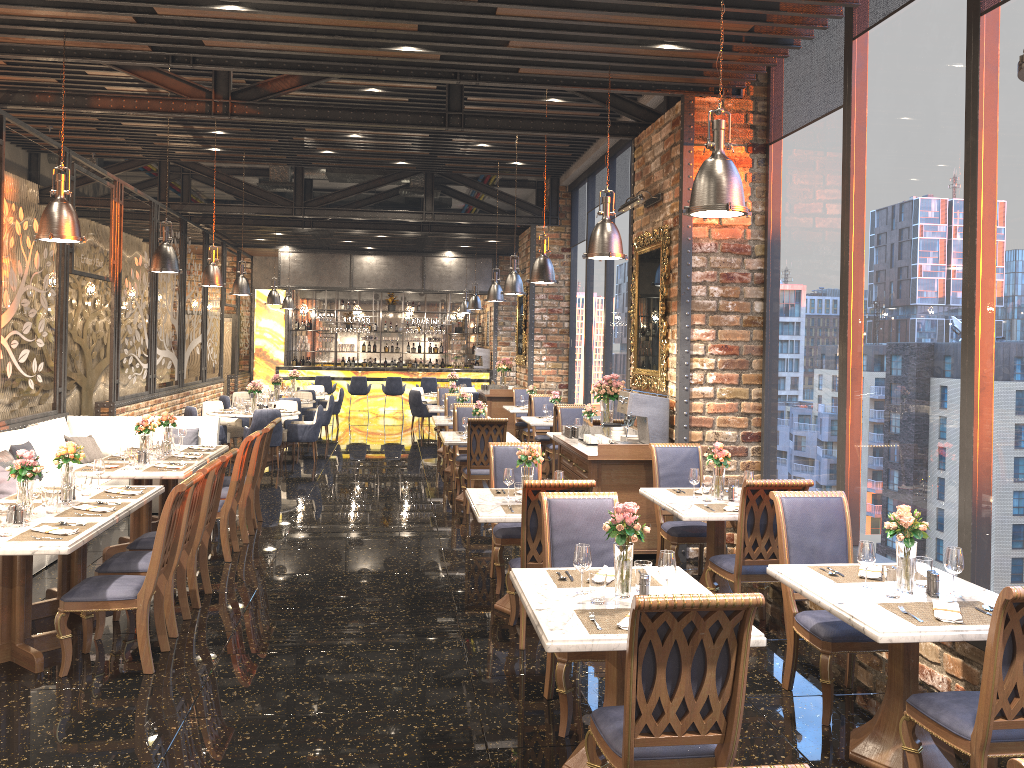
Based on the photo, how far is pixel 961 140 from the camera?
5.1 meters

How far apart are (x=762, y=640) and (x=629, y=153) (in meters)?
9.69

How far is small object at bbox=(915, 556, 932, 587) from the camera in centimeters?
416cm

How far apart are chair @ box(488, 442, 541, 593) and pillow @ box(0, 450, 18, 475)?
4.37m

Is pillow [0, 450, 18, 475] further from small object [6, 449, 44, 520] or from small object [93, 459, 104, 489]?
small object [6, 449, 44, 520]

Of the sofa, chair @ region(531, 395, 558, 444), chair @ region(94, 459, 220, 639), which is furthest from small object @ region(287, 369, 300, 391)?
chair @ region(94, 459, 220, 639)

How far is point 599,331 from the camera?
14.08m

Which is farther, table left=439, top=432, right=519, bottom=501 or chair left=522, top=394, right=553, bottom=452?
chair left=522, top=394, right=553, bottom=452

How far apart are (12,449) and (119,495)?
2.77m

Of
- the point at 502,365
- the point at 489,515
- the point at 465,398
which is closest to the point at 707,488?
the point at 489,515
